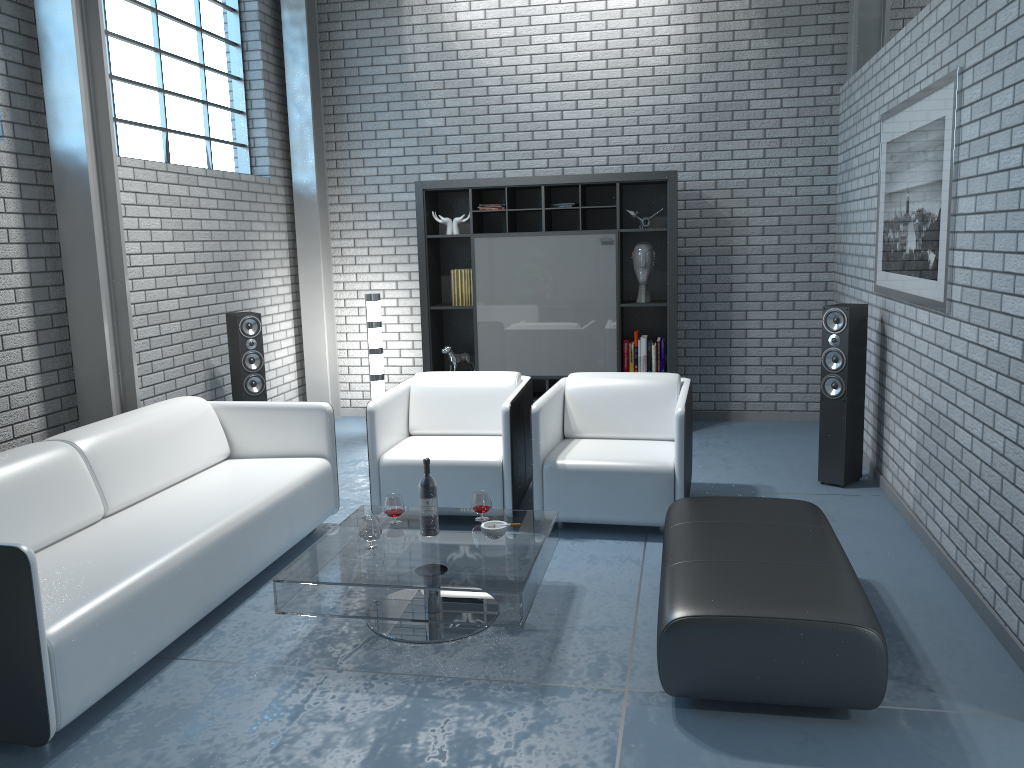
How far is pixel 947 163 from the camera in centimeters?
379cm

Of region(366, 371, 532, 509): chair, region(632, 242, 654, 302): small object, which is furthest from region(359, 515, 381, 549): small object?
region(632, 242, 654, 302): small object

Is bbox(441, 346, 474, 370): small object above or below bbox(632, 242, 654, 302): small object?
below

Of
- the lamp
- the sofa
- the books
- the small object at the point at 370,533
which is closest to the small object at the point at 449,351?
the books

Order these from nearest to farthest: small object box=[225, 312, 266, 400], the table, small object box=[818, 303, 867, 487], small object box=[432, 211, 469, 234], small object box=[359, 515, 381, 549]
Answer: the table
small object box=[359, 515, 381, 549]
small object box=[818, 303, 867, 487]
small object box=[225, 312, 266, 400]
small object box=[432, 211, 469, 234]

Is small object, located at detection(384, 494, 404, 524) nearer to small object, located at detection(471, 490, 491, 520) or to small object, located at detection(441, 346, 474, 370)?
small object, located at detection(471, 490, 491, 520)

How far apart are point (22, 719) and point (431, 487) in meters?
1.6 m

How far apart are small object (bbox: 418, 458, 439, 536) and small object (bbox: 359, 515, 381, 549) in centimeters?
19cm

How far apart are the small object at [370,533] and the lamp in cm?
329

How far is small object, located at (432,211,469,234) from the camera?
6.72m
